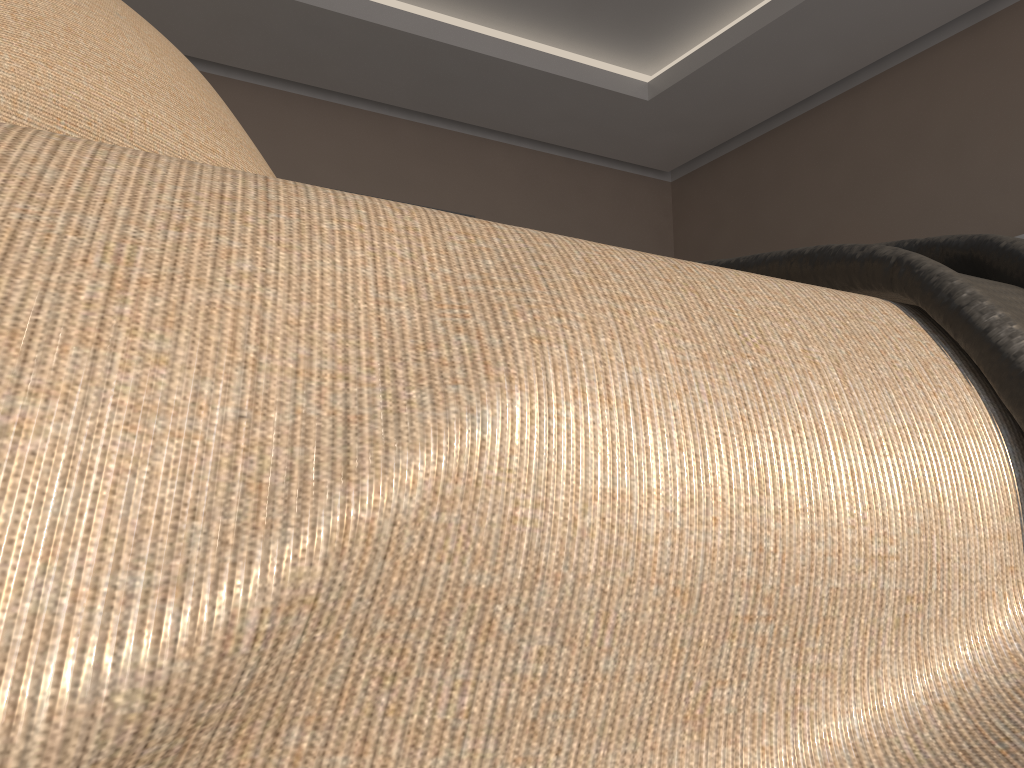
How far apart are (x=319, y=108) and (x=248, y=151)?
3.4m

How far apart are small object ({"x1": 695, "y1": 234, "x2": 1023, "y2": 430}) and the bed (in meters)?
0.00

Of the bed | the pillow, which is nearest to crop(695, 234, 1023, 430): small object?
the bed

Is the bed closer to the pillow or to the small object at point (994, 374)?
the small object at point (994, 374)

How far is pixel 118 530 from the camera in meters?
0.2

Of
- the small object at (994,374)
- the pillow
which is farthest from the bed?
the pillow

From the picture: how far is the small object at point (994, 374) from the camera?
0.38m

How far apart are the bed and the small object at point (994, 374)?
0.0m

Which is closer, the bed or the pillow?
the bed

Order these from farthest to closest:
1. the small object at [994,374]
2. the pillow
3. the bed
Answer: the pillow → the small object at [994,374] → the bed
